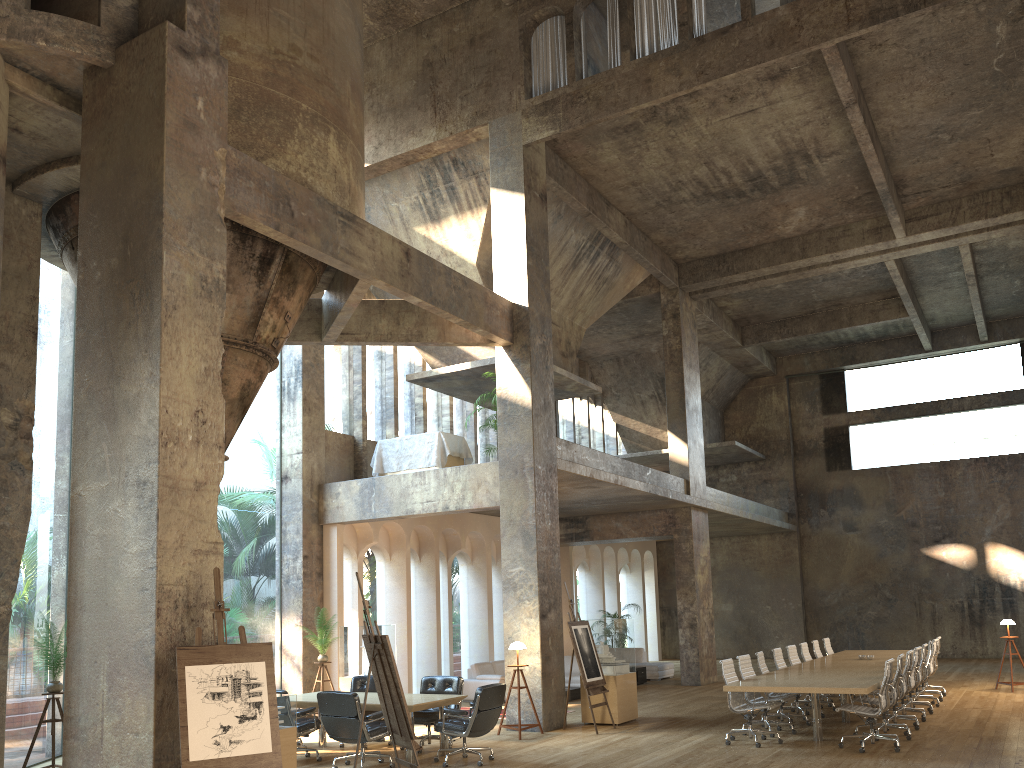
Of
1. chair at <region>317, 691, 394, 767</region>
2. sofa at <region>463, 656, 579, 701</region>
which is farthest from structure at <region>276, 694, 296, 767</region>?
sofa at <region>463, 656, 579, 701</region>

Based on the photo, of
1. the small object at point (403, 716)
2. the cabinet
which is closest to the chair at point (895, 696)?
the small object at point (403, 716)

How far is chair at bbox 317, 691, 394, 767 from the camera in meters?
9.3

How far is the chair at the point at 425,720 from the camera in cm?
1055

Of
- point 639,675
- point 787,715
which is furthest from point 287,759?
point 639,675

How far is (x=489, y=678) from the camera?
16.16m

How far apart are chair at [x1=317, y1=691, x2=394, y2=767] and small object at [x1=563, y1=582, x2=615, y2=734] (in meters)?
3.23

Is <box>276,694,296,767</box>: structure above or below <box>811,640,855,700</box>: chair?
below

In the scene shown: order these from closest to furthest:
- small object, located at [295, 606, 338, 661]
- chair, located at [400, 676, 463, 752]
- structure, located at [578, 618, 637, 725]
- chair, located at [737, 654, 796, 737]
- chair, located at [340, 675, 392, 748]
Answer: chair, located at [400, 676, 463, 752] < chair, located at [737, 654, 796, 737] < chair, located at [340, 675, 392, 748] < structure, located at [578, 618, 637, 725] < small object, located at [295, 606, 338, 661]

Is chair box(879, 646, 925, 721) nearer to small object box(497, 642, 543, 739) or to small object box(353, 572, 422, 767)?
small object box(497, 642, 543, 739)
